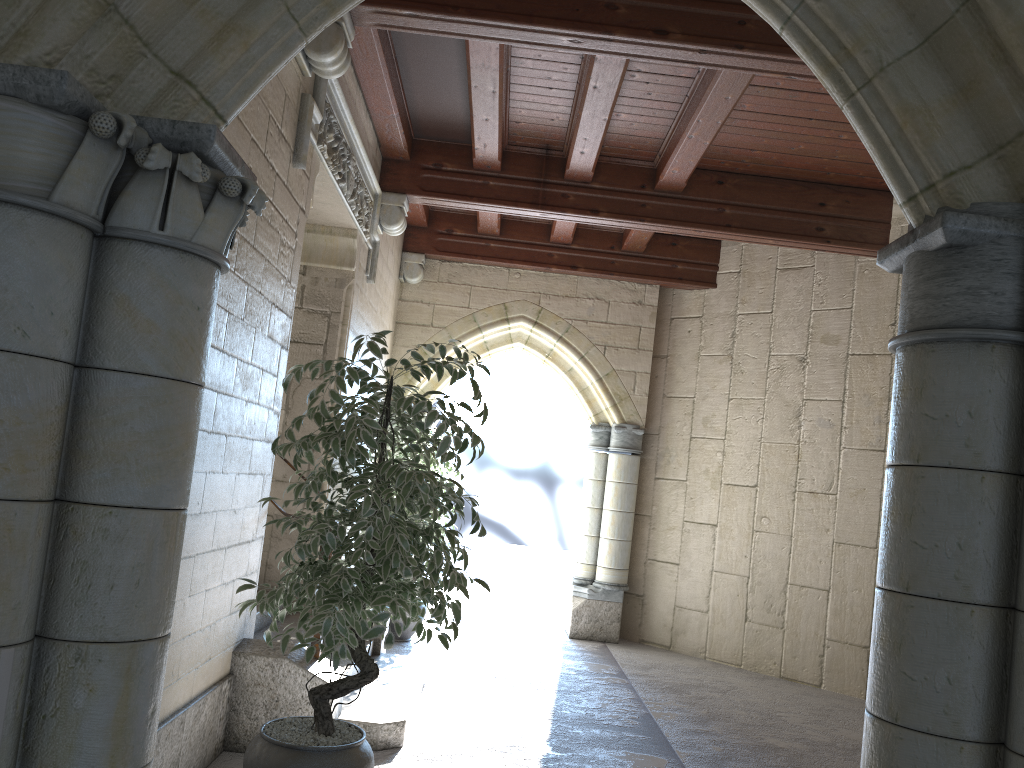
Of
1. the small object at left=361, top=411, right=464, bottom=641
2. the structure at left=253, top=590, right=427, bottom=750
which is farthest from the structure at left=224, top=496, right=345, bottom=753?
the small object at left=361, top=411, right=464, bottom=641

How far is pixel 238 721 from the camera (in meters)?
3.45

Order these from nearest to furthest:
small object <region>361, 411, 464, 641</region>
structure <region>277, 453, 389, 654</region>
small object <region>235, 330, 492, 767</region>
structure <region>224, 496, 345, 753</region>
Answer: small object <region>235, 330, 492, 767</region>, structure <region>224, 496, 345, 753</region>, structure <region>277, 453, 389, 654</region>, small object <region>361, 411, 464, 641</region>

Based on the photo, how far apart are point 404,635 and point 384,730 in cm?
241

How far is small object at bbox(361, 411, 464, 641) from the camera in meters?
6.1 m

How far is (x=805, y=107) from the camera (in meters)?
4.77

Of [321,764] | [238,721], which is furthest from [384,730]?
[321,764]

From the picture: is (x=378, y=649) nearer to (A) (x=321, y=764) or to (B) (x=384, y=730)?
(B) (x=384, y=730)

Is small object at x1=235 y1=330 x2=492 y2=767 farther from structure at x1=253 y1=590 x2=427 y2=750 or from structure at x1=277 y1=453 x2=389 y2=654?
structure at x1=277 y1=453 x2=389 y2=654

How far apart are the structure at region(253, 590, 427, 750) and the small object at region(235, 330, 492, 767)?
0.7m
